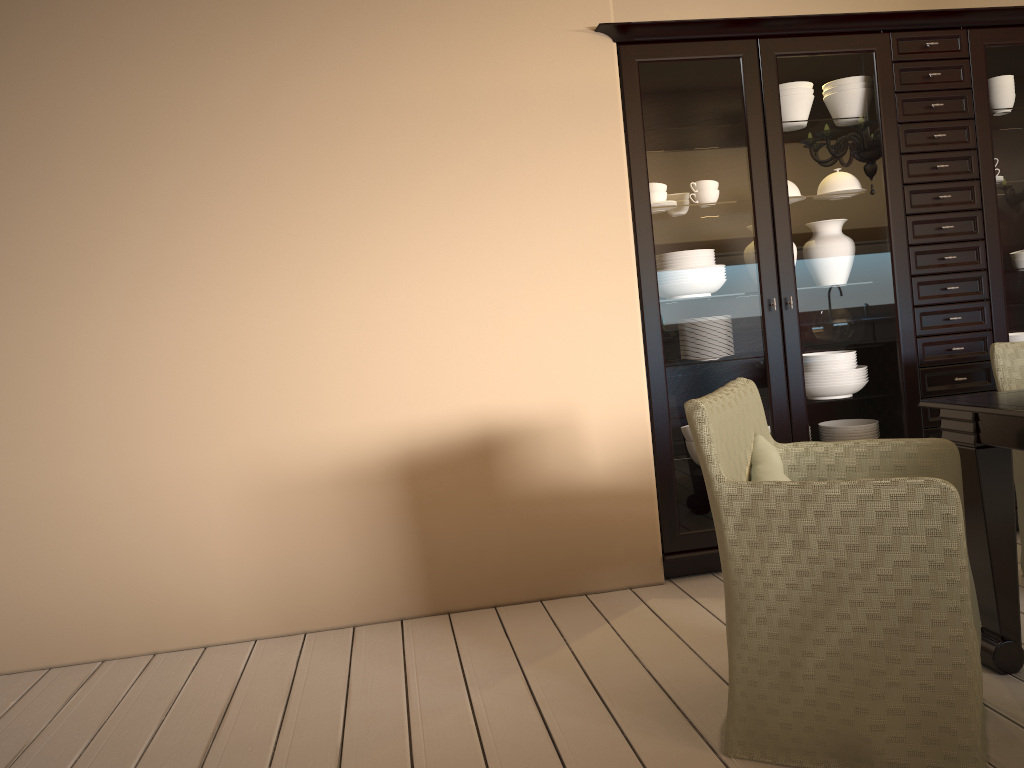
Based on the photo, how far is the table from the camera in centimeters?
201cm

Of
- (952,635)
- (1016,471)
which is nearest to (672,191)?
(1016,471)

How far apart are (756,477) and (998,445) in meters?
0.6 m

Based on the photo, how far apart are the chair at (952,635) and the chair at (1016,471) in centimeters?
84cm

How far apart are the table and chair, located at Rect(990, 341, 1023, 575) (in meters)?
0.62

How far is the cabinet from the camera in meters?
3.1

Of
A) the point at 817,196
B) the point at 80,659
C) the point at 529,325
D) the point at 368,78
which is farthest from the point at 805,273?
the point at 80,659

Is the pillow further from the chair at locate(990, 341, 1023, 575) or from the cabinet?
→ the chair at locate(990, 341, 1023, 575)

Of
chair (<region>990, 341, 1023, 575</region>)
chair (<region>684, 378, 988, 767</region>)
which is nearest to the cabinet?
chair (<region>990, 341, 1023, 575</region>)

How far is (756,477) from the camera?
1.9m
